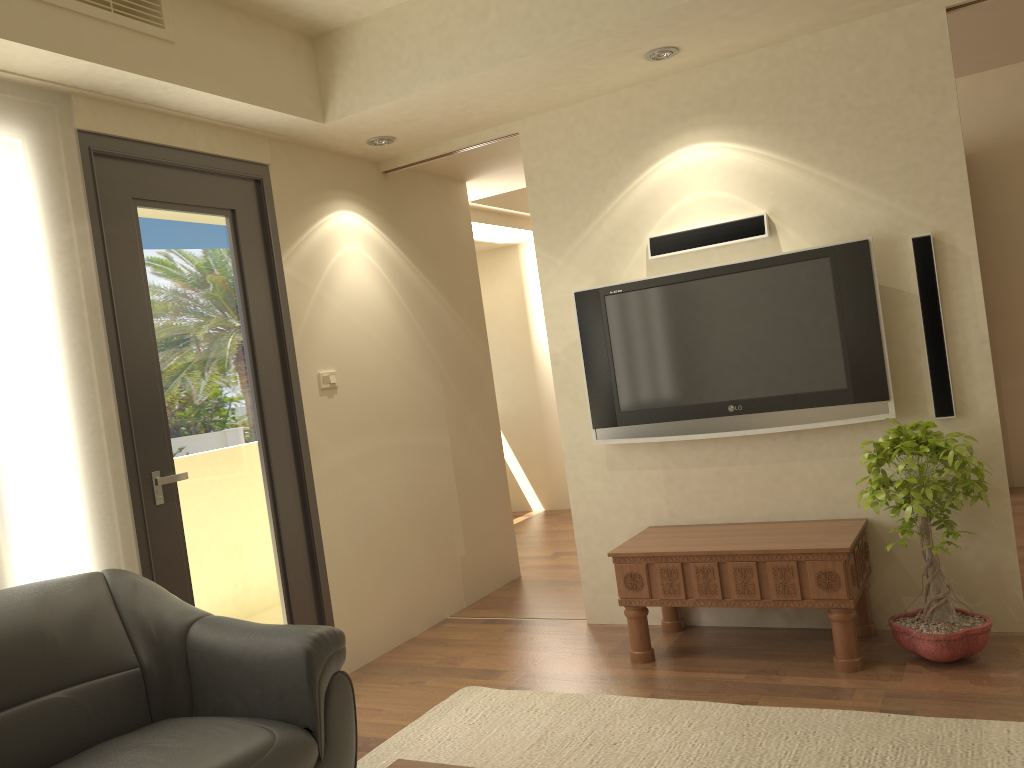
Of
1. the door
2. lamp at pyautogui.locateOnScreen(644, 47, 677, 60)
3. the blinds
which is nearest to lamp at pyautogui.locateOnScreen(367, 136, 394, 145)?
the door

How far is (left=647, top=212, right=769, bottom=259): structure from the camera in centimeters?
396cm

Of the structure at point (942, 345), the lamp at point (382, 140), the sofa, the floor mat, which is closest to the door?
the sofa

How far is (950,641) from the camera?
3.3 meters

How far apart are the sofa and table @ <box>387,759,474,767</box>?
0.55m

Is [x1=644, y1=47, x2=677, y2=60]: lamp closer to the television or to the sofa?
the television

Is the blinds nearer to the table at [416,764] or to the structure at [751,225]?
the table at [416,764]

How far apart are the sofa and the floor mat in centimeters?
52cm

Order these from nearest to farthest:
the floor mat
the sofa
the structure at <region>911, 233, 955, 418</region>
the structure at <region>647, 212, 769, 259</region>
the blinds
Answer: the sofa
the floor mat
the blinds
the structure at <region>911, 233, 955, 418</region>
the structure at <region>647, 212, 769, 259</region>

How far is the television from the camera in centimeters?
372cm
